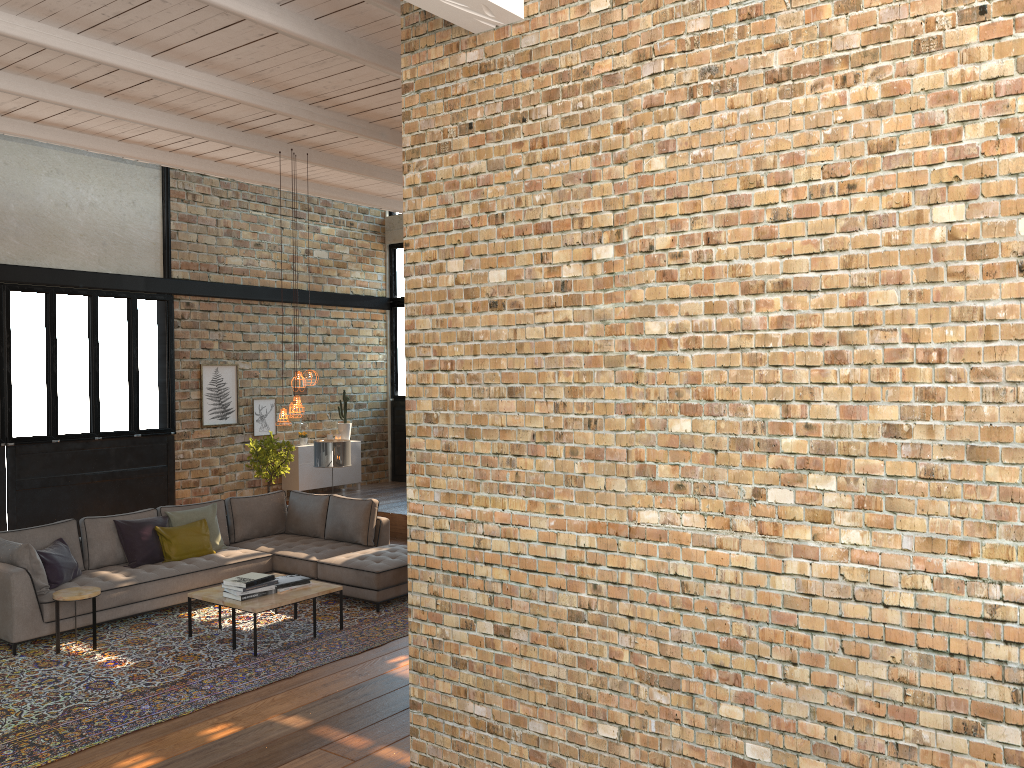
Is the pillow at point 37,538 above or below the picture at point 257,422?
below

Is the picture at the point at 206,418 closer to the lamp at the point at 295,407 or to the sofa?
the sofa

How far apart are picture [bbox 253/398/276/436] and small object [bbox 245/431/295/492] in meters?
0.8 m

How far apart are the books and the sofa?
0.7m

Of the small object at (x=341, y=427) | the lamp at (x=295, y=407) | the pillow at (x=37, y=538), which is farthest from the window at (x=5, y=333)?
the lamp at (x=295, y=407)

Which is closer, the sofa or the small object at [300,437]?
the sofa

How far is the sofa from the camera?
7.0m

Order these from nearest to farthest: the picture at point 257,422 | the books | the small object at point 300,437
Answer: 1. the books
2. the picture at point 257,422
3. the small object at point 300,437

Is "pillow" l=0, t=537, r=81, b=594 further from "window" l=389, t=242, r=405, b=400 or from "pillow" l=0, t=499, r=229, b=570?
"window" l=389, t=242, r=405, b=400

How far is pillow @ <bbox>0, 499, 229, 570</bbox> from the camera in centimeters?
785cm
